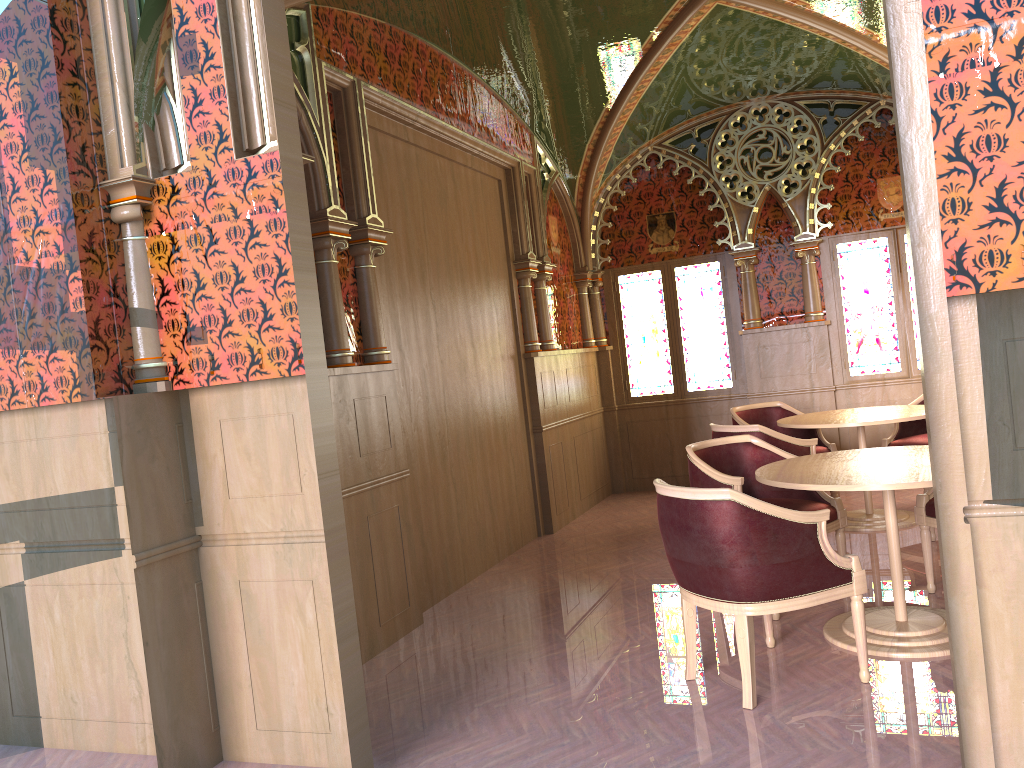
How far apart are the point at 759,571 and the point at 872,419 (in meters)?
3.05

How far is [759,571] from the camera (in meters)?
3.32

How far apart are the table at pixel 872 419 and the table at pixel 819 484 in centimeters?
147cm

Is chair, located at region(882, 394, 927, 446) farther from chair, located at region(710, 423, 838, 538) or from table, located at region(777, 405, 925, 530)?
Answer: chair, located at region(710, 423, 838, 538)

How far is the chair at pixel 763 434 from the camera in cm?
564

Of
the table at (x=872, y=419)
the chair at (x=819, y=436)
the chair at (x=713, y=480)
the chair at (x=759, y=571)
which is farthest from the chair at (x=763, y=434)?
the chair at (x=759, y=571)

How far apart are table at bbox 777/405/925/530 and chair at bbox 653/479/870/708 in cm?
229

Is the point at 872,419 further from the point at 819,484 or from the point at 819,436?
the point at 819,484

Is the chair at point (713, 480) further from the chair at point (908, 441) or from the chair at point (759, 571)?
the chair at point (908, 441)

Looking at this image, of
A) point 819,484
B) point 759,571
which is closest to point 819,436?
point 819,484
